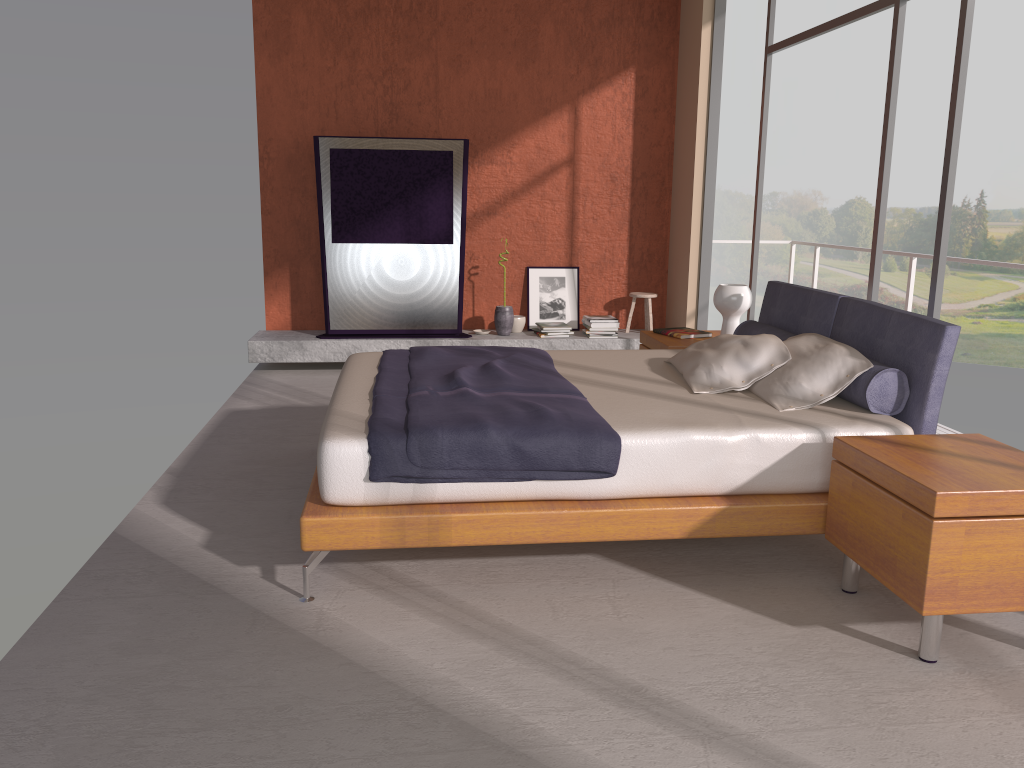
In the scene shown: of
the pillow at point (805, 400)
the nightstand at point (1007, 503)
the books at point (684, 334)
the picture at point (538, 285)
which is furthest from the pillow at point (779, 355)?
the picture at point (538, 285)

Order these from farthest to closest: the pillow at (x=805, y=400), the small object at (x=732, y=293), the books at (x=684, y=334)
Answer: the books at (x=684, y=334) → the small object at (x=732, y=293) → the pillow at (x=805, y=400)

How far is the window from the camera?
4.0 meters

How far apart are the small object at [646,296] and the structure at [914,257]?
2.31m

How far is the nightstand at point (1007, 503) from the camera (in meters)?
2.60

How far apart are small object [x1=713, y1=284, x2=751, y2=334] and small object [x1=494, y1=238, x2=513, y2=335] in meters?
2.5 m

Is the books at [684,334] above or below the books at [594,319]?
above

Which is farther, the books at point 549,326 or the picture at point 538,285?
the picture at point 538,285

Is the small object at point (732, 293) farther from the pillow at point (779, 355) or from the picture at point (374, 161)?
the picture at point (374, 161)

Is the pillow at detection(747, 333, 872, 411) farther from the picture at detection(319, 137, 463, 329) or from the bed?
the picture at detection(319, 137, 463, 329)
